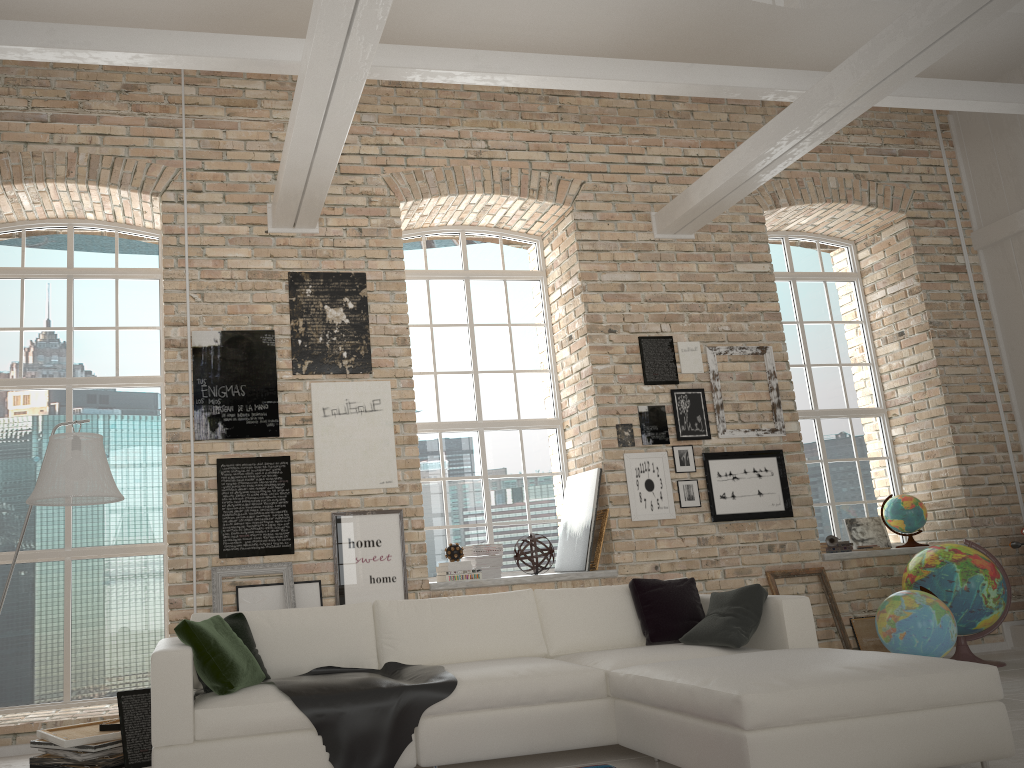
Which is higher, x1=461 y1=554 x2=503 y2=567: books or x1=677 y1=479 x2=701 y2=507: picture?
x1=677 y1=479 x2=701 y2=507: picture

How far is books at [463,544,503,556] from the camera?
6.55m

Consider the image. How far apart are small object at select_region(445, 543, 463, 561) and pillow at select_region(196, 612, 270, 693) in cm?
217

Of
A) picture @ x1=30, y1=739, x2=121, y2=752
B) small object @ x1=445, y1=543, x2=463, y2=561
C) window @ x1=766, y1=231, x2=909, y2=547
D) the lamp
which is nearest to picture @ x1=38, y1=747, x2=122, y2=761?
picture @ x1=30, y1=739, x2=121, y2=752

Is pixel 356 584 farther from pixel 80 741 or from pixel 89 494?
pixel 89 494

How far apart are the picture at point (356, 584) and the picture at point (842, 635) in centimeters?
284cm

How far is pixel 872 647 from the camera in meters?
6.7 m

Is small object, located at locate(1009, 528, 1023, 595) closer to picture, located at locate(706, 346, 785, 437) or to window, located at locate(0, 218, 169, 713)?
picture, located at locate(706, 346, 785, 437)

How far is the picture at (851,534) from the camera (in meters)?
7.66

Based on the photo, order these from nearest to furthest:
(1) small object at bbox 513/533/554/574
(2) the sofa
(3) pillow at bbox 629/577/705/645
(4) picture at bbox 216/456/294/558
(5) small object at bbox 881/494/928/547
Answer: (2) the sofa, (3) pillow at bbox 629/577/705/645, (4) picture at bbox 216/456/294/558, (1) small object at bbox 513/533/554/574, (5) small object at bbox 881/494/928/547
